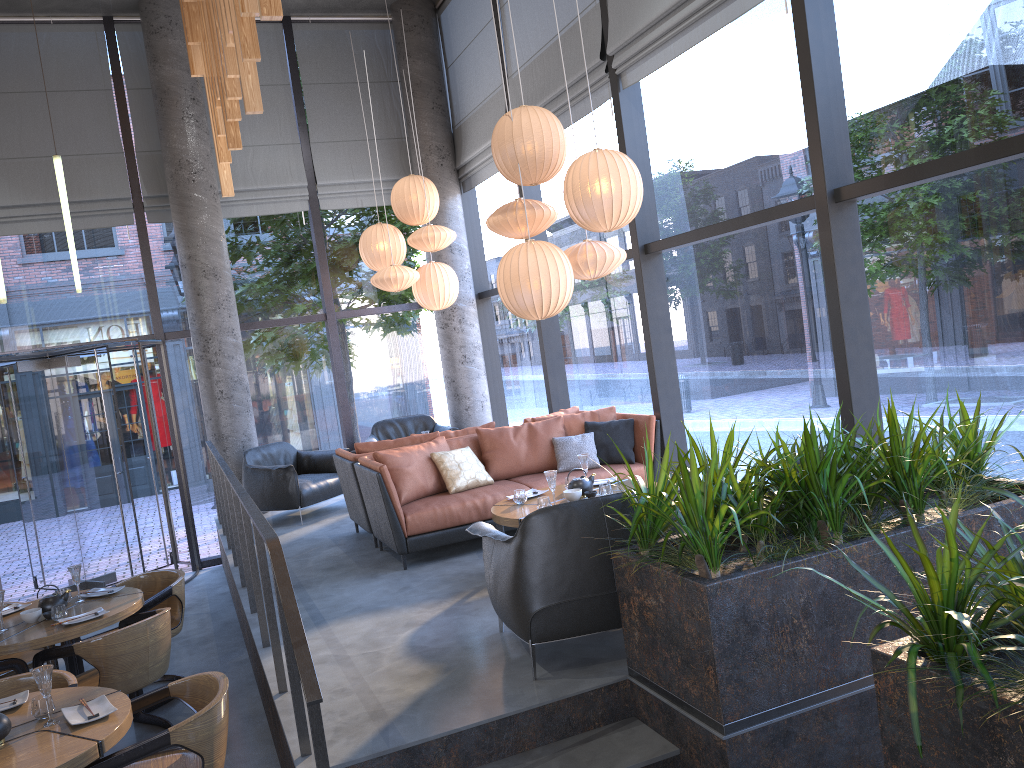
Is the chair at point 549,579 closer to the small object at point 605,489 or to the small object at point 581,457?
the small object at point 605,489

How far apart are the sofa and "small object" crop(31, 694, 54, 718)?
2.6 meters

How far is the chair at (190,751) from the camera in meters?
3.5 m

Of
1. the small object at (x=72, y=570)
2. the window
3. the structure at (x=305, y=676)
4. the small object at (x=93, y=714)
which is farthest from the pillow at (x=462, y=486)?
the small object at (x=93, y=714)

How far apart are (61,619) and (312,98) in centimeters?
669cm

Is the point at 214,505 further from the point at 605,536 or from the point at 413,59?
the point at 605,536

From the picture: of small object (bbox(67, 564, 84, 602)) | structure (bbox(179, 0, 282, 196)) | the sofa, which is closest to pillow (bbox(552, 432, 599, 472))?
the sofa

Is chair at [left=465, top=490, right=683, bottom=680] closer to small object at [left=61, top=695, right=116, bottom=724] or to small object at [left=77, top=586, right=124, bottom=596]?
small object at [left=61, top=695, right=116, bottom=724]

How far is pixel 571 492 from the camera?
5.4m

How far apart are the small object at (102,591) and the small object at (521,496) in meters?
2.7
